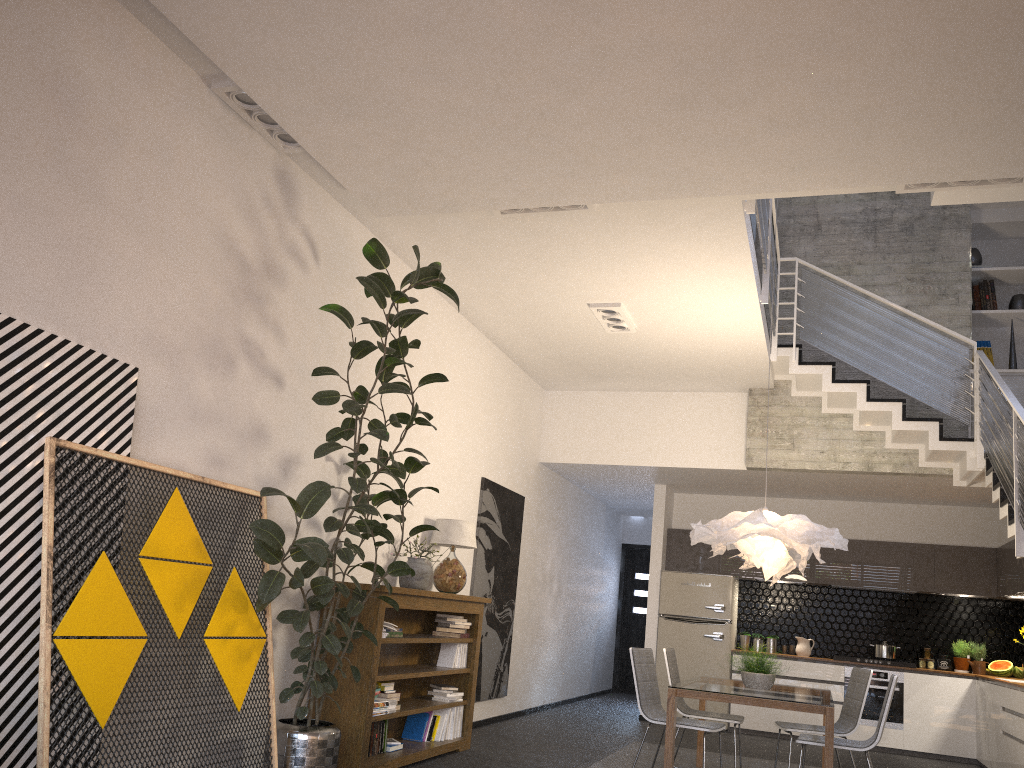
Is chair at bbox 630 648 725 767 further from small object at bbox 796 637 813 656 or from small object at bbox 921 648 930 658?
small object at bbox 921 648 930 658

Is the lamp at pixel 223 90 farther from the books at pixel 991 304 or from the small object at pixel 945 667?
the small object at pixel 945 667

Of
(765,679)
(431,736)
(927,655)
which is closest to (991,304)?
(927,655)

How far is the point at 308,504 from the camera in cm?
428

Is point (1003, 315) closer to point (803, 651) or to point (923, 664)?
point (923, 664)

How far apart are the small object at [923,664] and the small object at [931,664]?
0.1 meters

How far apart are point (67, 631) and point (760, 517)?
4.3m

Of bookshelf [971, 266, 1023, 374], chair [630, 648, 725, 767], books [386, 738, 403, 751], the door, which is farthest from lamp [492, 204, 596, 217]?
the door

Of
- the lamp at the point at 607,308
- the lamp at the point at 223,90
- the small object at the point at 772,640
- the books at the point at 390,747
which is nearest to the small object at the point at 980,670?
the small object at the point at 772,640

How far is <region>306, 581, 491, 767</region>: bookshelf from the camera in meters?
5.3 m
